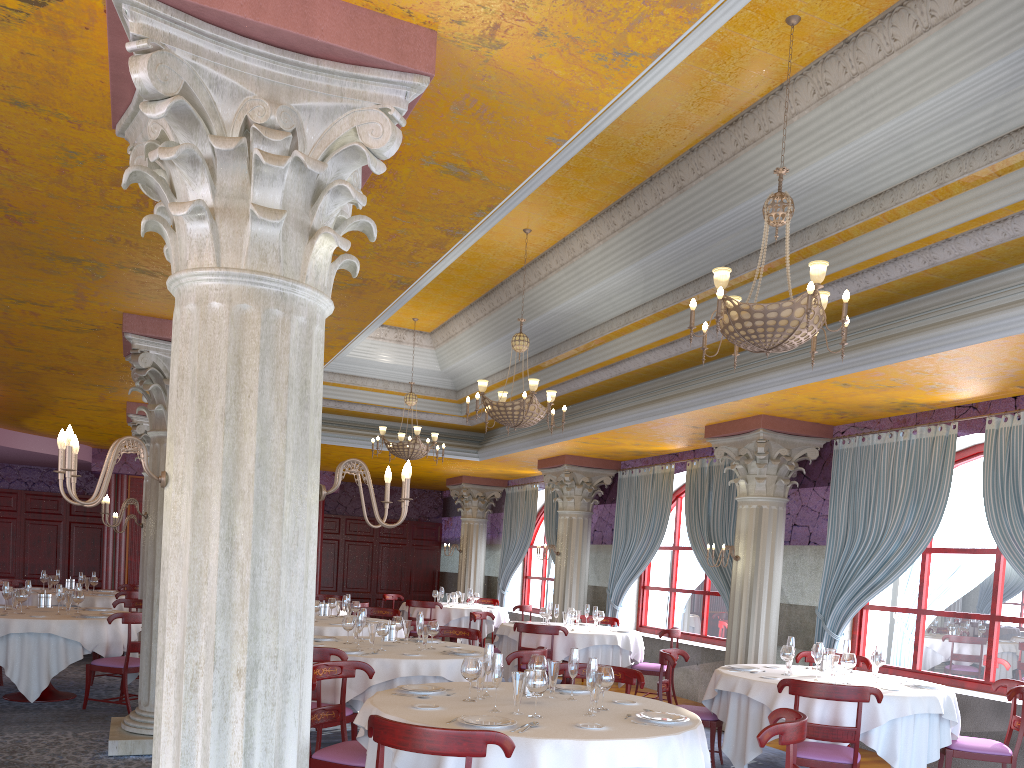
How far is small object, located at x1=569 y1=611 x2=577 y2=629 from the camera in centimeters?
1130cm

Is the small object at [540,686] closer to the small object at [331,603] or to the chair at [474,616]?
the small object at [331,603]

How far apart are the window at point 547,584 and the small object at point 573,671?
12.4m

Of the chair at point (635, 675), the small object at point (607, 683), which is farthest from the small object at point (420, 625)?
the small object at point (607, 683)

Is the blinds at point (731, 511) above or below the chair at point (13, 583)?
above

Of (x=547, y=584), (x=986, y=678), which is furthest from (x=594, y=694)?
(x=547, y=584)

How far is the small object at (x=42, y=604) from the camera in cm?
937

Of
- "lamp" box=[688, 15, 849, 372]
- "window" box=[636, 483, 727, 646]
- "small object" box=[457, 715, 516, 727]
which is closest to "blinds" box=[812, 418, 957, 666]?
"window" box=[636, 483, 727, 646]

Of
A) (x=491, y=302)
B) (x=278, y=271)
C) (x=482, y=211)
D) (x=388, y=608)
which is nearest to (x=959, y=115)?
(x=482, y=211)

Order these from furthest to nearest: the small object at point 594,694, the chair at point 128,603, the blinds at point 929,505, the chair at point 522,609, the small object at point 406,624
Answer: the chair at point 522,609 < the chair at point 128,603 < the blinds at point 929,505 < the small object at point 406,624 < the small object at point 594,694
